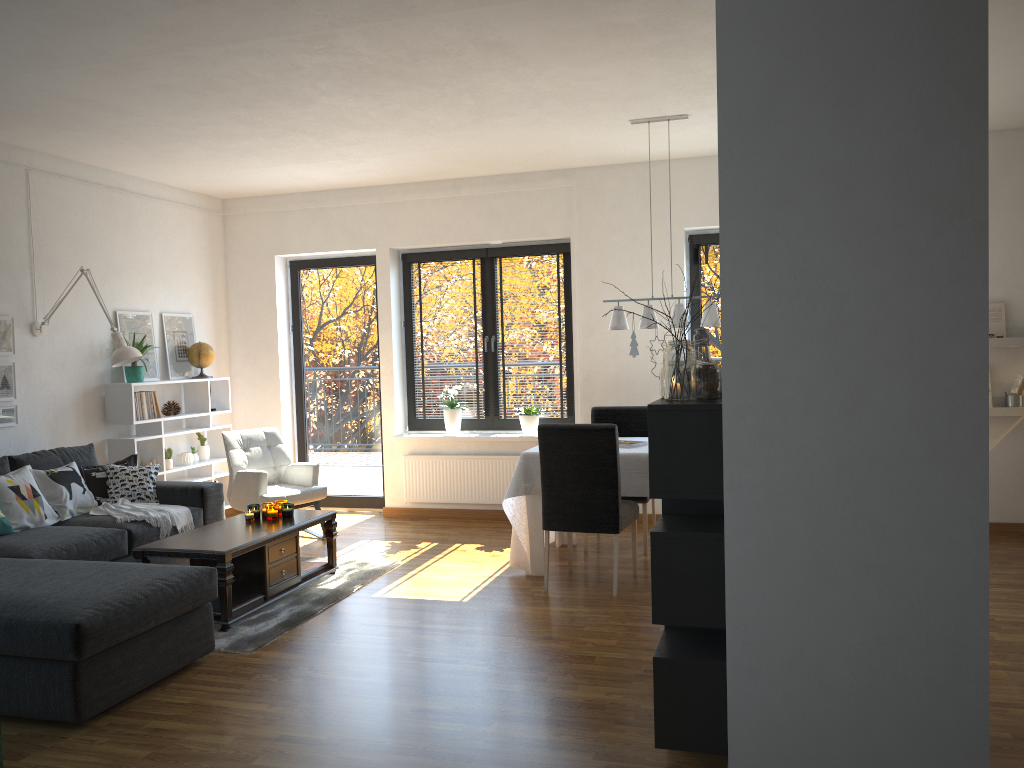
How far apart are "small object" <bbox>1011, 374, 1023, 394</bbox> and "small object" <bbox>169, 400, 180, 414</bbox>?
6.12m

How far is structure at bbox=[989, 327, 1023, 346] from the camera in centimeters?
599cm

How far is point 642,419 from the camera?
6.28m

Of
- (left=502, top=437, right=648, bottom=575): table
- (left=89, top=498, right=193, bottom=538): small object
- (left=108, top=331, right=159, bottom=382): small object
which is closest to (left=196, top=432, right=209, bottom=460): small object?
(left=108, top=331, right=159, bottom=382): small object

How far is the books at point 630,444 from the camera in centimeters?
546cm

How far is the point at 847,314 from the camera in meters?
2.4 m

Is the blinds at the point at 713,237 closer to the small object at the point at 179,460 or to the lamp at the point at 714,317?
the lamp at the point at 714,317

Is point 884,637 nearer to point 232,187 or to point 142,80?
point 142,80

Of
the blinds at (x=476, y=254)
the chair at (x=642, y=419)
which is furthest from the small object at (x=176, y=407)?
the chair at (x=642, y=419)

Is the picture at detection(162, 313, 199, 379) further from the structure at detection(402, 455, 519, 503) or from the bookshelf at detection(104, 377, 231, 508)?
the structure at detection(402, 455, 519, 503)
